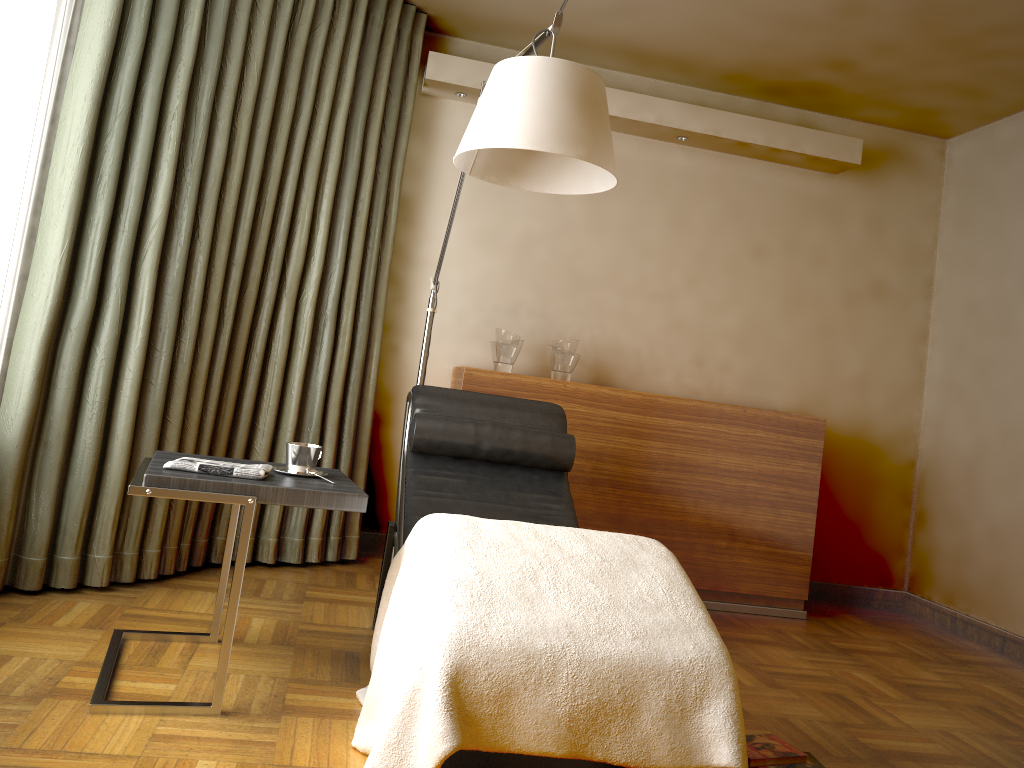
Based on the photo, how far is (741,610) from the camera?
4.0 meters

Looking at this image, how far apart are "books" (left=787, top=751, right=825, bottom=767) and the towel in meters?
1.5 m

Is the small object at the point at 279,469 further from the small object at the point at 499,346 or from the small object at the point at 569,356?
the small object at the point at 569,356

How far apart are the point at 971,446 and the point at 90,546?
3.8m

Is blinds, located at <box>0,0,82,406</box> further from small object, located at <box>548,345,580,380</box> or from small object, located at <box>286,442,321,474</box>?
small object, located at <box>548,345,580,380</box>

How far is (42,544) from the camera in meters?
2.7 m

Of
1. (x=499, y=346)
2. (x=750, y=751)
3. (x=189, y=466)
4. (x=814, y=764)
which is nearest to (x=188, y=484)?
(x=189, y=466)

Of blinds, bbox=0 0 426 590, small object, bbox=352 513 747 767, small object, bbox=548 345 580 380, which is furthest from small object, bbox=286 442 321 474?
small object, bbox=548 345 580 380

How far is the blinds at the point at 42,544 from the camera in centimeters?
275cm

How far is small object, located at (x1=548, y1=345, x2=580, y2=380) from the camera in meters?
3.9 m
